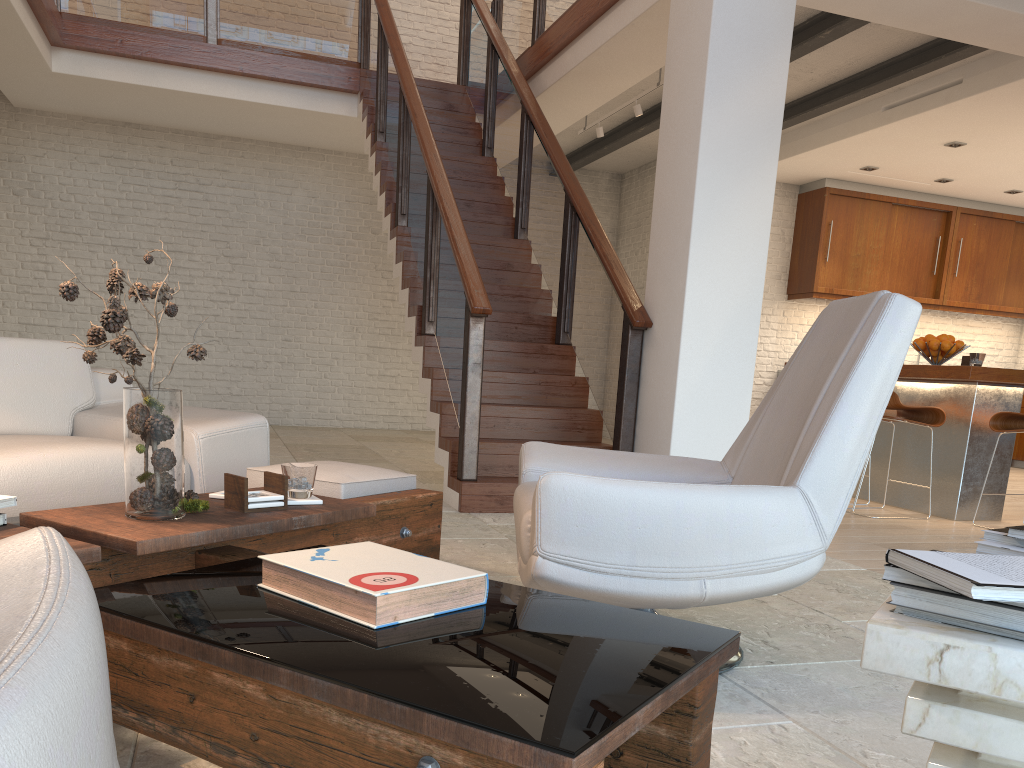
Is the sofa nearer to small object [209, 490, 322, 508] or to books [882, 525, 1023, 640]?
small object [209, 490, 322, 508]

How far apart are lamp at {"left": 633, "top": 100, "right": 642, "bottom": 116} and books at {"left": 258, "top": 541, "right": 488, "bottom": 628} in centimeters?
625cm

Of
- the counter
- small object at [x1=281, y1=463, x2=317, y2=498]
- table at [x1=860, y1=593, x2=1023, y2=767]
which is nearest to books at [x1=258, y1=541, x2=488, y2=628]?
small object at [x1=281, y1=463, x2=317, y2=498]

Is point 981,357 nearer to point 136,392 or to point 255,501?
point 255,501

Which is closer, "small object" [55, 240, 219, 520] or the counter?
"small object" [55, 240, 219, 520]

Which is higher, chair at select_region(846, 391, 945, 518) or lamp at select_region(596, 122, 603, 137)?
lamp at select_region(596, 122, 603, 137)

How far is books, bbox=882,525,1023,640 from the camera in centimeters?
85cm

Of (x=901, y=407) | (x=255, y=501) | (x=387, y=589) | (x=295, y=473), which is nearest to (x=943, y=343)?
(x=901, y=407)

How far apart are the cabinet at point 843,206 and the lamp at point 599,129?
2.78m

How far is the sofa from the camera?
2.61m
